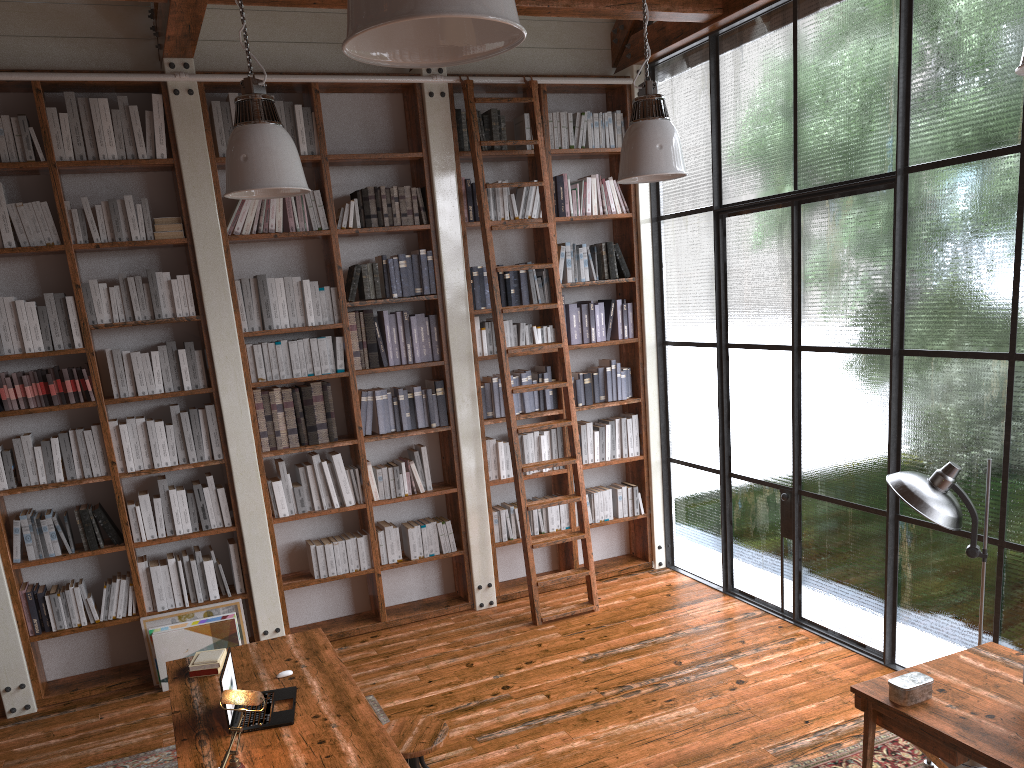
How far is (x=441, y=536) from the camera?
6.01m

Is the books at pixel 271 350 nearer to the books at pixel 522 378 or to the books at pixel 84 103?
the books at pixel 84 103

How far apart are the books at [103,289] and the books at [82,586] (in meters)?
1.55

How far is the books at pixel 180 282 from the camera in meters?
5.3 m

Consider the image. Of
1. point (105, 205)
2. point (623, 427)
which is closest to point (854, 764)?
point (623, 427)

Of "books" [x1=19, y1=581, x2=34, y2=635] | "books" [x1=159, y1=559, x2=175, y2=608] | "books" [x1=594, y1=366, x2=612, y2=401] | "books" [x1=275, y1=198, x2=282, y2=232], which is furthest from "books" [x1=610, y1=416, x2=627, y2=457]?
"books" [x1=19, y1=581, x2=34, y2=635]

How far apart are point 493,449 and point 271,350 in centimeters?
167cm

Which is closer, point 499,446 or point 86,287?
point 86,287

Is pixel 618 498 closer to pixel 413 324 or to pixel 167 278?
pixel 413 324

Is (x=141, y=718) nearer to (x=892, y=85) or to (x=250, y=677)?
(x=250, y=677)
